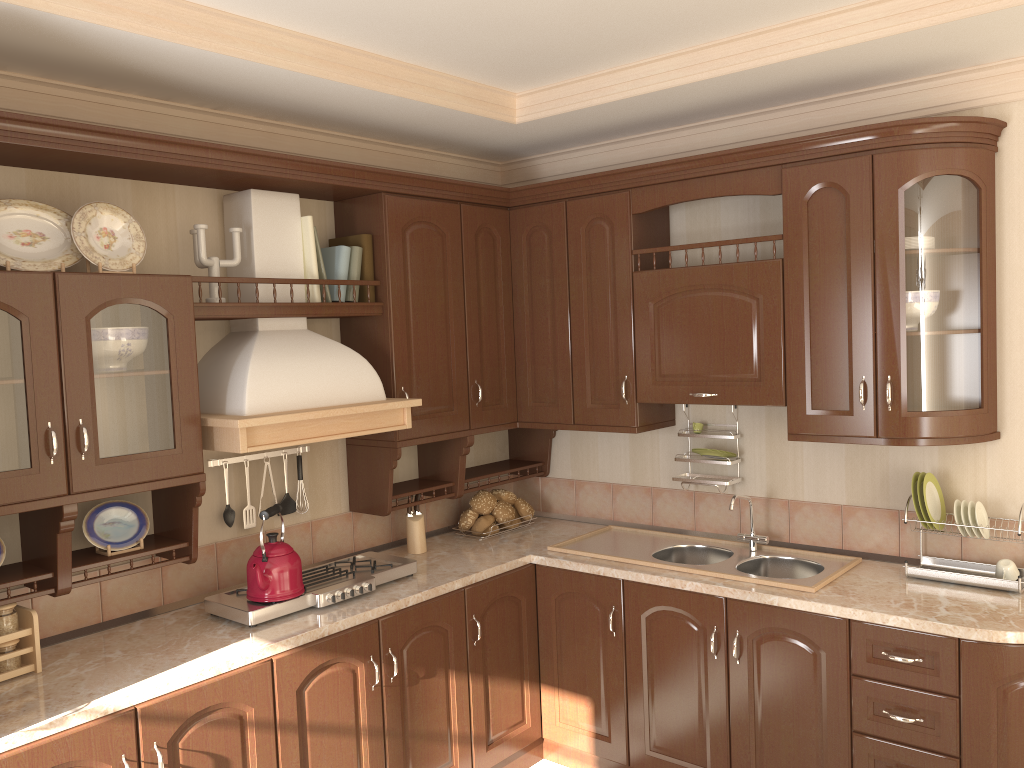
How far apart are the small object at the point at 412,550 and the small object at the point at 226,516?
0.8m

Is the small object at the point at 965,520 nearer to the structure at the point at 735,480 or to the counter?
the counter

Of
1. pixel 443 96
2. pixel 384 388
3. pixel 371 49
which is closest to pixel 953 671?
pixel 384 388

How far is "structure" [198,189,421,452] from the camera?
2.8 meters

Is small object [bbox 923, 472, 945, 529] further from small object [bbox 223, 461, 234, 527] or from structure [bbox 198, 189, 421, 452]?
small object [bbox 223, 461, 234, 527]

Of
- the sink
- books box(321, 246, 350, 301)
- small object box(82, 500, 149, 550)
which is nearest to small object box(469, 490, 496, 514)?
the sink

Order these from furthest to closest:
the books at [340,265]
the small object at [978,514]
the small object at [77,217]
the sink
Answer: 1. the books at [340,265]
2. the sink
3. the small object at [978,514]
4. the small object at [77,217]

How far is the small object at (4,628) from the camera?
2.4 meters

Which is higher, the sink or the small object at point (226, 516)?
the small object at point (226, 516)

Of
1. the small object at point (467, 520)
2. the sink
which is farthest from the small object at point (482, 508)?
the sink
